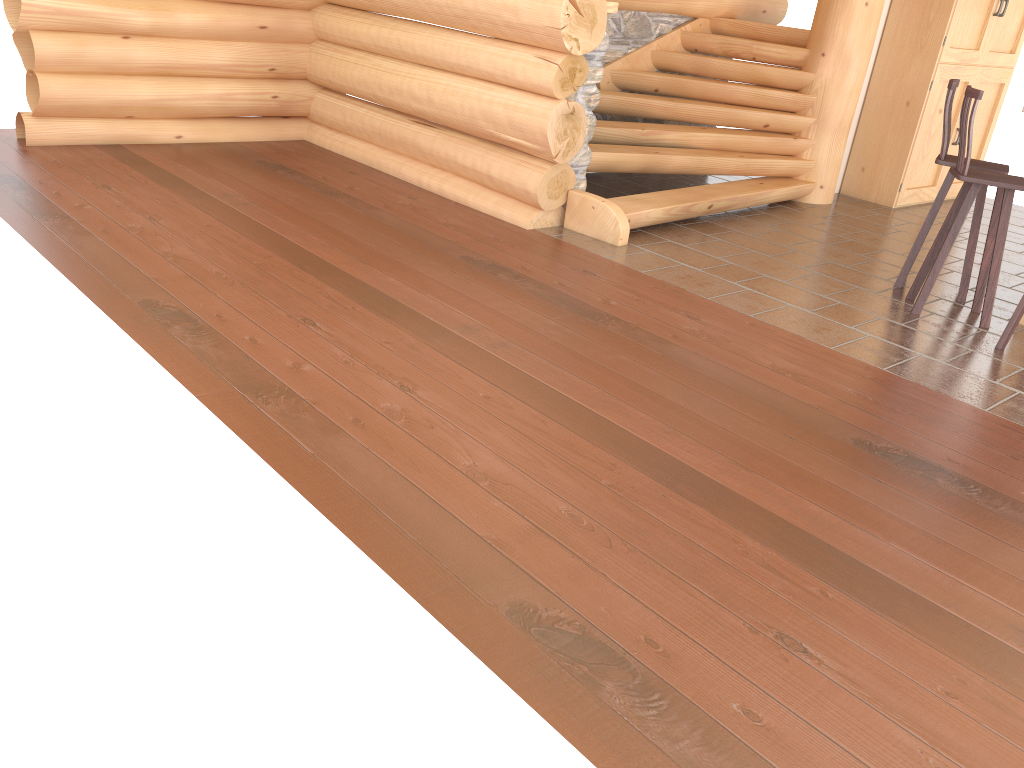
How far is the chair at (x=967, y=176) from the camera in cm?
508

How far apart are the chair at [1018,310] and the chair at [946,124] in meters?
0.9 m

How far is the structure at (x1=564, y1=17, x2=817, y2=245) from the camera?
6.53m

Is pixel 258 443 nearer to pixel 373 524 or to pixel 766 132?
pixel 373 524

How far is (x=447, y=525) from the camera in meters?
2.8 m

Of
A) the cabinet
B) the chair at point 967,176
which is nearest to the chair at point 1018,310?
the chair at point 967,176

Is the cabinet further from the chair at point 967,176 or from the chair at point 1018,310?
the chair at point 1018,310

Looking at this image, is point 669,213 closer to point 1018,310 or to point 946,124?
point 946,124

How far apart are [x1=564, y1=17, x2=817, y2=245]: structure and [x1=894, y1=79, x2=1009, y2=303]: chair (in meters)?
1.58

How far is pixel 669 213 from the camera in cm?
653
